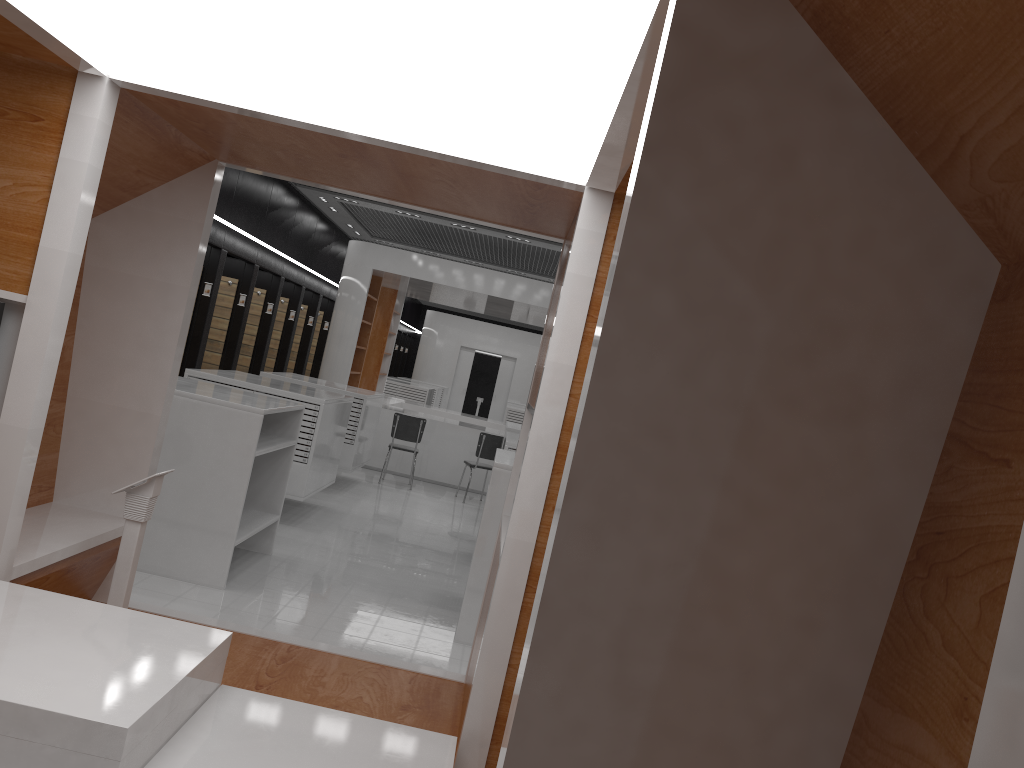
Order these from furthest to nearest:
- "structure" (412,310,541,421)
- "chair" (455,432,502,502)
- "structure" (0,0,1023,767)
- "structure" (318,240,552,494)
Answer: "structure" (412,310,541,421) → "structure" (318,240,552,494) → "chair" (455,432,502,502) → "structure" (0,0,1023,767)

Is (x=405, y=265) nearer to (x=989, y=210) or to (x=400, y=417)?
(x=400, y=417)

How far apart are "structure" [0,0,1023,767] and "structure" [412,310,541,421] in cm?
2216

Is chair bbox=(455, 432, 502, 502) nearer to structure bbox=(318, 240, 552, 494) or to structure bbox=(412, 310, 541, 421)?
structure bbox=(318, 240, 552, 494)

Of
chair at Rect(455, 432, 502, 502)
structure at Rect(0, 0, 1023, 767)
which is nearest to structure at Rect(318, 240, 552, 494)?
chair at Rect(455, 432, 502, 502)

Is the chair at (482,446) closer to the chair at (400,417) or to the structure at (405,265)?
the chair at (400,417)

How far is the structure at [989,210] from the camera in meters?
1.2 m

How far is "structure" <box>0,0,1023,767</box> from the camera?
1.21m

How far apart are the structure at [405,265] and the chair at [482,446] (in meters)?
1.11

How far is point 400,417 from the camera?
12.1m
